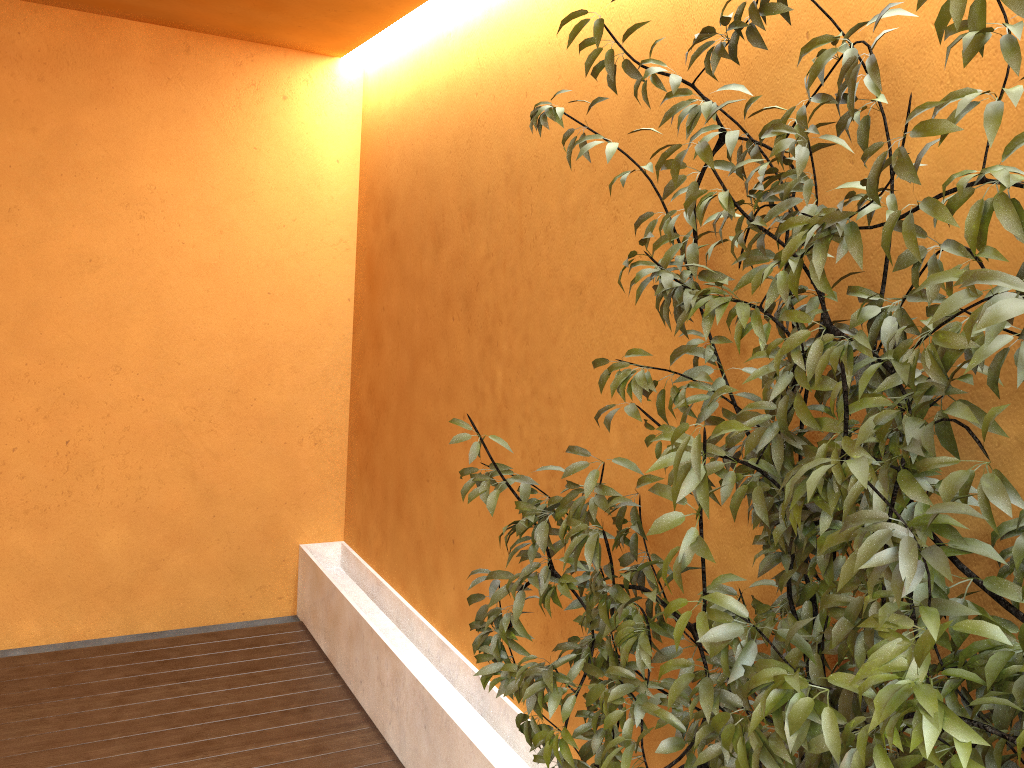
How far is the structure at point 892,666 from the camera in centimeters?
119cm

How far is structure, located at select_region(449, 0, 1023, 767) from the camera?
1.2m

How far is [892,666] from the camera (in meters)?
1.19
